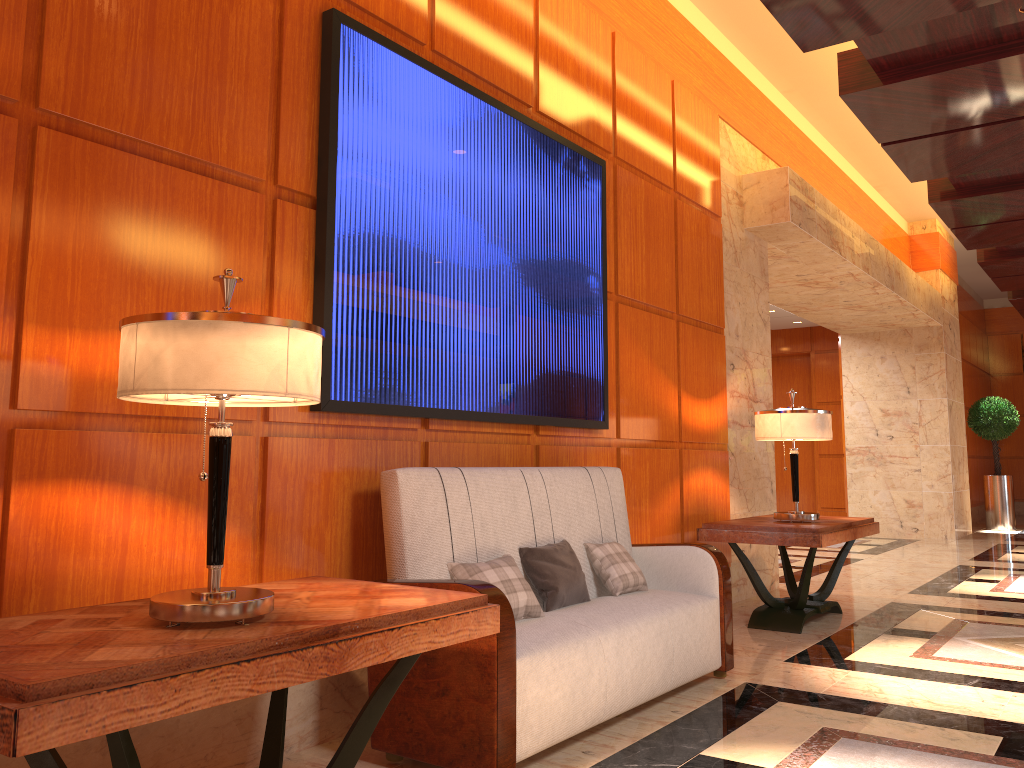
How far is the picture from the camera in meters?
3.2 m

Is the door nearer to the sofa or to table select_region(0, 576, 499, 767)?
the sofa

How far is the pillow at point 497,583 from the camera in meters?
3.1 m

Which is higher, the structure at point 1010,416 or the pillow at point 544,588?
the structure at point 1010,416

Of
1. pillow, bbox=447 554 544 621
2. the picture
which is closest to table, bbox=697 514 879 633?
the picture

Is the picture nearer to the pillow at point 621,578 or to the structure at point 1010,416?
the pillow at point 621,578

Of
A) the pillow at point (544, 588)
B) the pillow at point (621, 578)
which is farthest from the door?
the pillow at point (544, 588)

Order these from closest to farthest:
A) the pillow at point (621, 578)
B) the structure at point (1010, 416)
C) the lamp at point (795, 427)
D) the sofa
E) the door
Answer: the sofa < the pillow at point (621, 578) < the lamp at point (795, 427) < the structure at point (1010, 416) < the door

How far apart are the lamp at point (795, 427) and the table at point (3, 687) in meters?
3.3

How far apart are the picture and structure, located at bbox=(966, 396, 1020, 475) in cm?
1057
